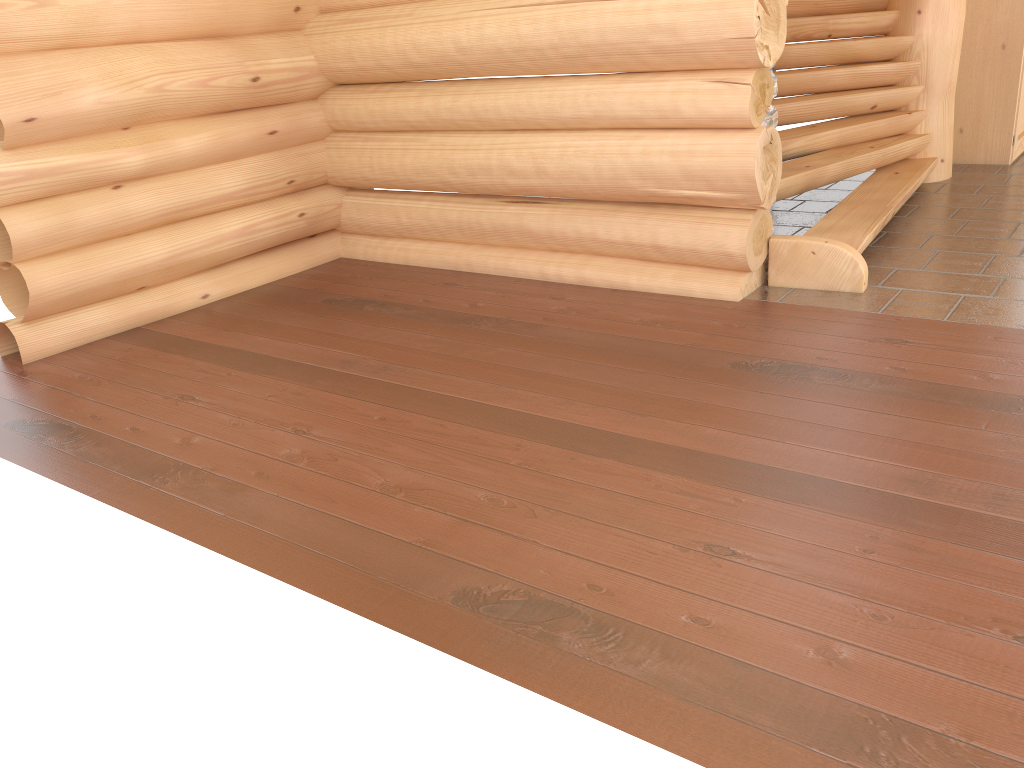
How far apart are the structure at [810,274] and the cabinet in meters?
0.8

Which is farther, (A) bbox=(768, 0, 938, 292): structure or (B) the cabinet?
(B) the cabinet

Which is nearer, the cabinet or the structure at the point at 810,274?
the structure at the point at 810,274

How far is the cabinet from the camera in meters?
7.1 m

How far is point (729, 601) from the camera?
2.4m

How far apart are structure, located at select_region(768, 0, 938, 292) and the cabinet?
0.8m

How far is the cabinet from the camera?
7.13m

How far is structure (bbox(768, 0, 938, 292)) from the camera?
4.80m

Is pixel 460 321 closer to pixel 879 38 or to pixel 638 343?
pixel 638 343
